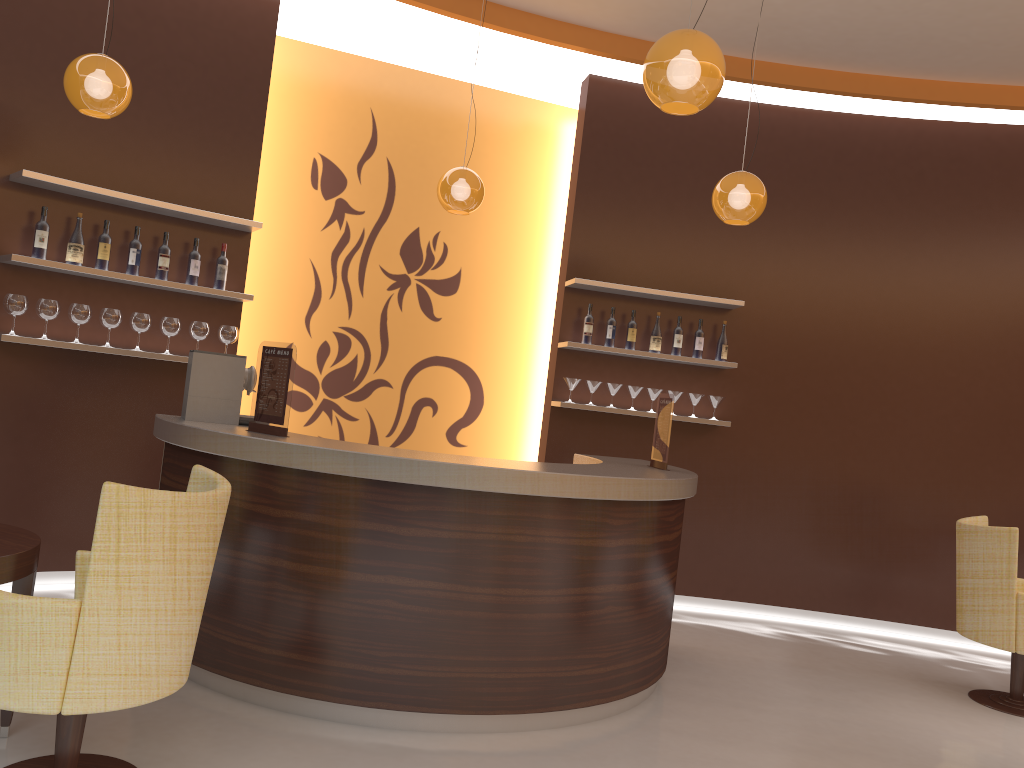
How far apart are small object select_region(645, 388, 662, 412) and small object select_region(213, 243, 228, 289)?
3.0m

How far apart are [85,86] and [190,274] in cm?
140

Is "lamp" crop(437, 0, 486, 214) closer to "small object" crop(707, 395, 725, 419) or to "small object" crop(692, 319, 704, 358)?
"small object" crop(692, 319, 704, 358)

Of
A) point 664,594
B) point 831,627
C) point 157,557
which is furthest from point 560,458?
point 157,557

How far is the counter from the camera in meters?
3.6 m

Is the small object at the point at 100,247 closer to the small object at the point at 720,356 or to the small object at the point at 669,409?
the small object at the point at 669,409

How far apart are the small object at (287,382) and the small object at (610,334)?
2.90m

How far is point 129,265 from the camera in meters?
5.1

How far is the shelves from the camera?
4.7 meters

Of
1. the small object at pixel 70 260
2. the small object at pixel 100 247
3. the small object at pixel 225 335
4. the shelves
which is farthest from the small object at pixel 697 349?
the small object at pixel 70 260
